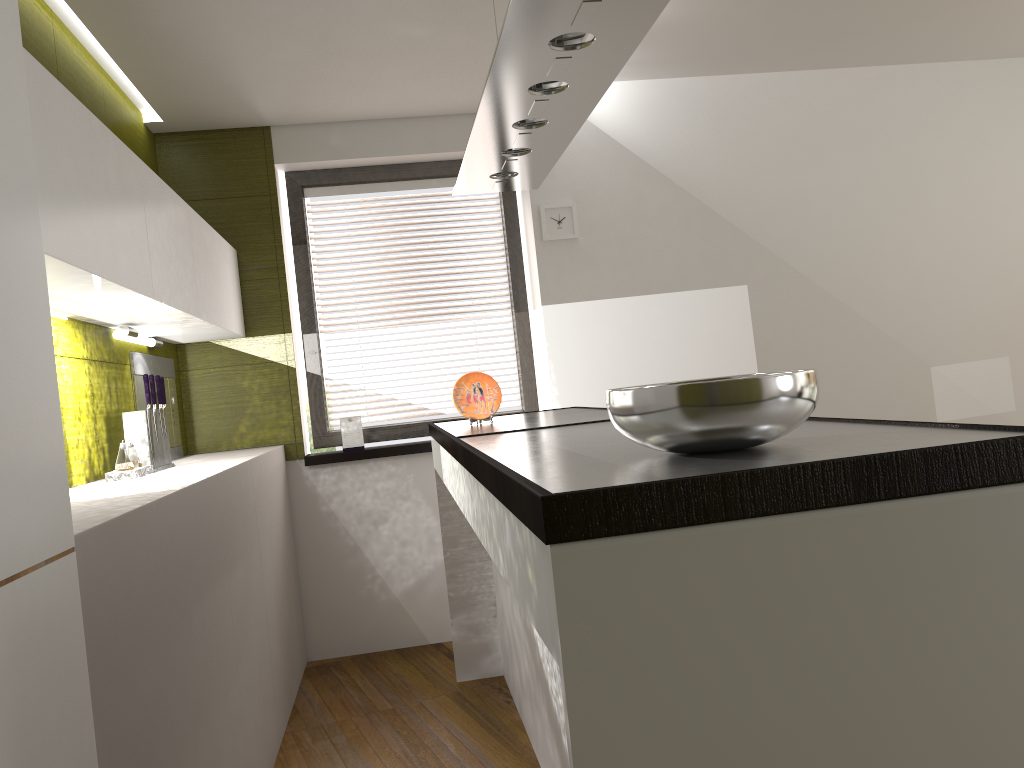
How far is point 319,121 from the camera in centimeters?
441cm

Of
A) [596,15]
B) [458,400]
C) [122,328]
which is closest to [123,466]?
[122,328]

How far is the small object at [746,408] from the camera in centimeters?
118cm

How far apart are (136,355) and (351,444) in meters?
1.2

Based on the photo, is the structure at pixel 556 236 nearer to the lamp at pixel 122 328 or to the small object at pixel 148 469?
the lamp at pixel 122 328

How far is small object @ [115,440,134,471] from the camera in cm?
290

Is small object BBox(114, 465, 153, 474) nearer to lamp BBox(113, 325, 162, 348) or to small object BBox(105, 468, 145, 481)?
small object BBox(105, 468, 145, 481)

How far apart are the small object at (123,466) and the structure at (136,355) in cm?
68

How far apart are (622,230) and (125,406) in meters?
2.5 m

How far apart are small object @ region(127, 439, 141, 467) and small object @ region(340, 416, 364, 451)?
1.45m
